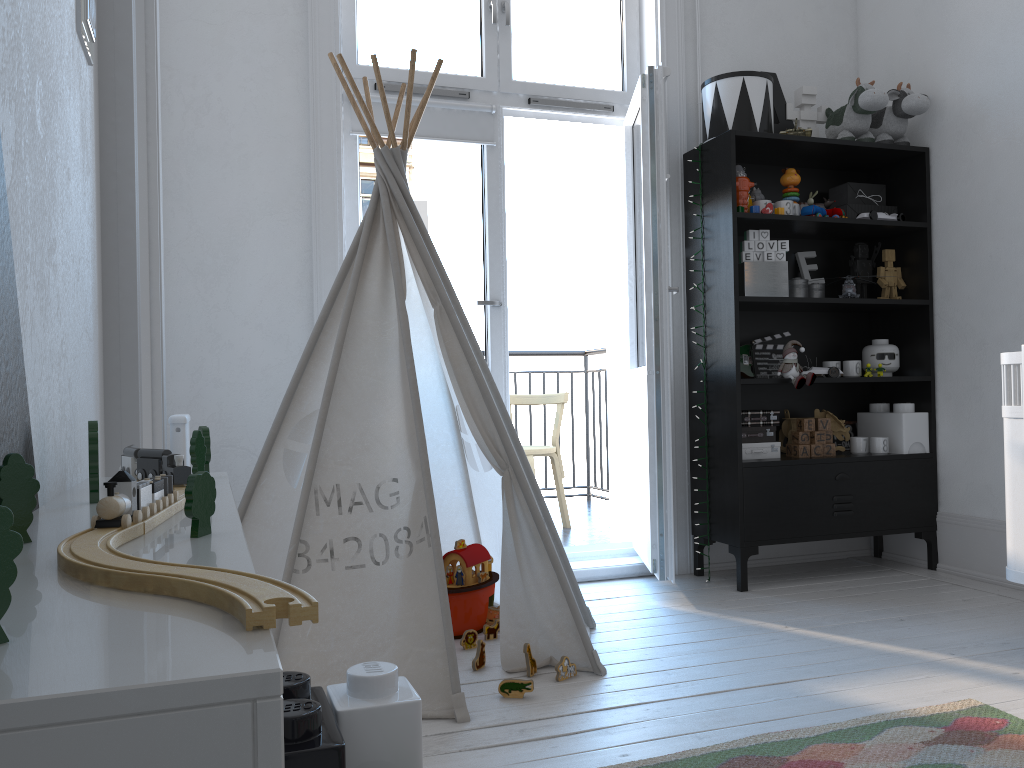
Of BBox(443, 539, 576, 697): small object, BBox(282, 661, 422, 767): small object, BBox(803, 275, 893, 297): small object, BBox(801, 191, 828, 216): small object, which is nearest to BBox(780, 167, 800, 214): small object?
BBox(801, 191, 828, 216): small object

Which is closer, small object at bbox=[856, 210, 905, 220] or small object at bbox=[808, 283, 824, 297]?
small object at bbox=[856, 210, 905, 220]

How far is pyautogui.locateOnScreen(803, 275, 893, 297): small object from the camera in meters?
3.4 m

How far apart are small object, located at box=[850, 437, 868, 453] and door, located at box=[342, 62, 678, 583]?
0.9 meters

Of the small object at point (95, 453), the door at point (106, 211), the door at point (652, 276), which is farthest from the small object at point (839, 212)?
the small object at point (95, 453)

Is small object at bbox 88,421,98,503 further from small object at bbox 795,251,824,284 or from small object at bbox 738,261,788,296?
small object at bbox 795,251,824,284

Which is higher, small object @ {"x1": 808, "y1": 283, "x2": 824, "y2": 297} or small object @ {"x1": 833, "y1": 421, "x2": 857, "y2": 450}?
small object @ {"x1": 808, "y1": 283, "x2": 824, "y2": 297}

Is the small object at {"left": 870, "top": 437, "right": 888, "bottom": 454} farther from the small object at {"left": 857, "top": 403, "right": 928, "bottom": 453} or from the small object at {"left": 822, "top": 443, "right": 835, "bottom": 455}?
the small object at {"left": 822, "top": 443, "right": 835, "bottom": 455}

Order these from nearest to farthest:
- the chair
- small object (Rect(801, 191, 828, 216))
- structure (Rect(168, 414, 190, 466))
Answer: structure (Rect(168, 414, 190, 466))
small object (Rect(801, 191, 828, 216))
the chair

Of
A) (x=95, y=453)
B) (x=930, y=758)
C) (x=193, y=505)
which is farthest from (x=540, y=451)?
(x=193, y=505)
